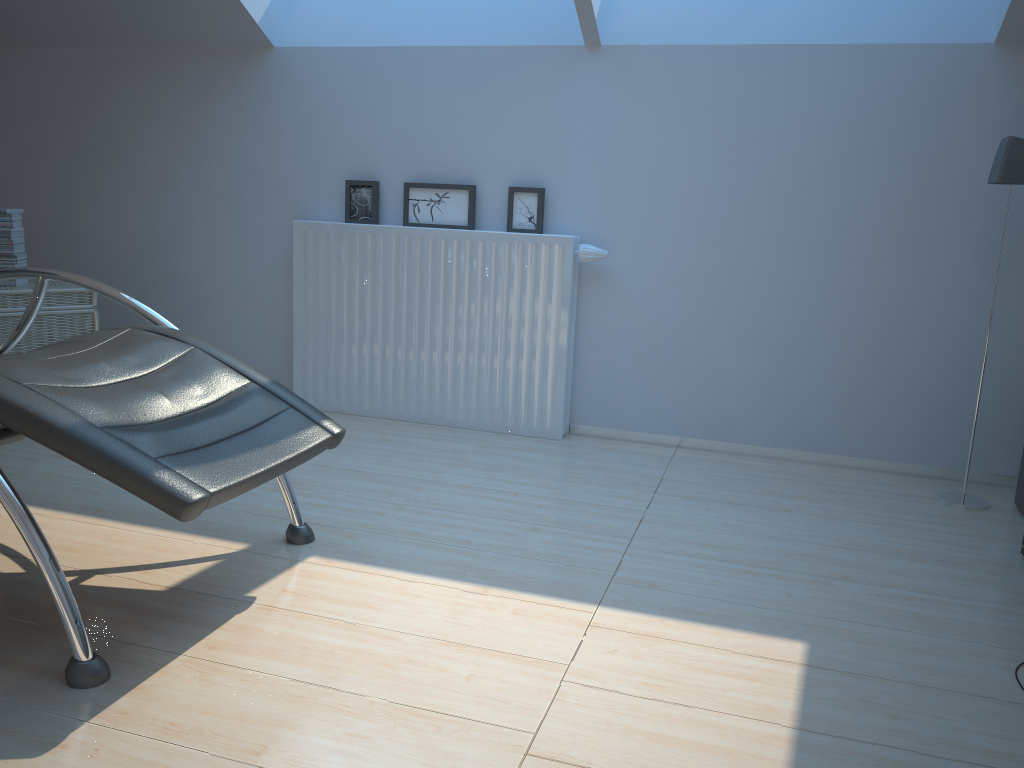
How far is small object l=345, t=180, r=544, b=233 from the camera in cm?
346

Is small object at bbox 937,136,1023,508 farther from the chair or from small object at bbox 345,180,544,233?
the chair

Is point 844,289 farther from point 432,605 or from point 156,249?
point 156,249

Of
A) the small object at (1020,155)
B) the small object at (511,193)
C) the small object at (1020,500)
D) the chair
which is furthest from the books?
the small object at (1020,500)

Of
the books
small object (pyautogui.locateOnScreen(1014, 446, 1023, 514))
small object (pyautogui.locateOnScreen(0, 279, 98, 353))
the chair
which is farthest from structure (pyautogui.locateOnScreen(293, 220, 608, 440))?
small object (pyautogui.locateOnScreen(1014, 446, 1023, 514))

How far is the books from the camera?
3.3 meters

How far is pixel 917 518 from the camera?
2.8m

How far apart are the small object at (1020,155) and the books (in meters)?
3.43

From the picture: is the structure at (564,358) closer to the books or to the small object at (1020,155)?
the books

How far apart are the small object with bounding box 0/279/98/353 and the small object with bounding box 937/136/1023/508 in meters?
3.2
